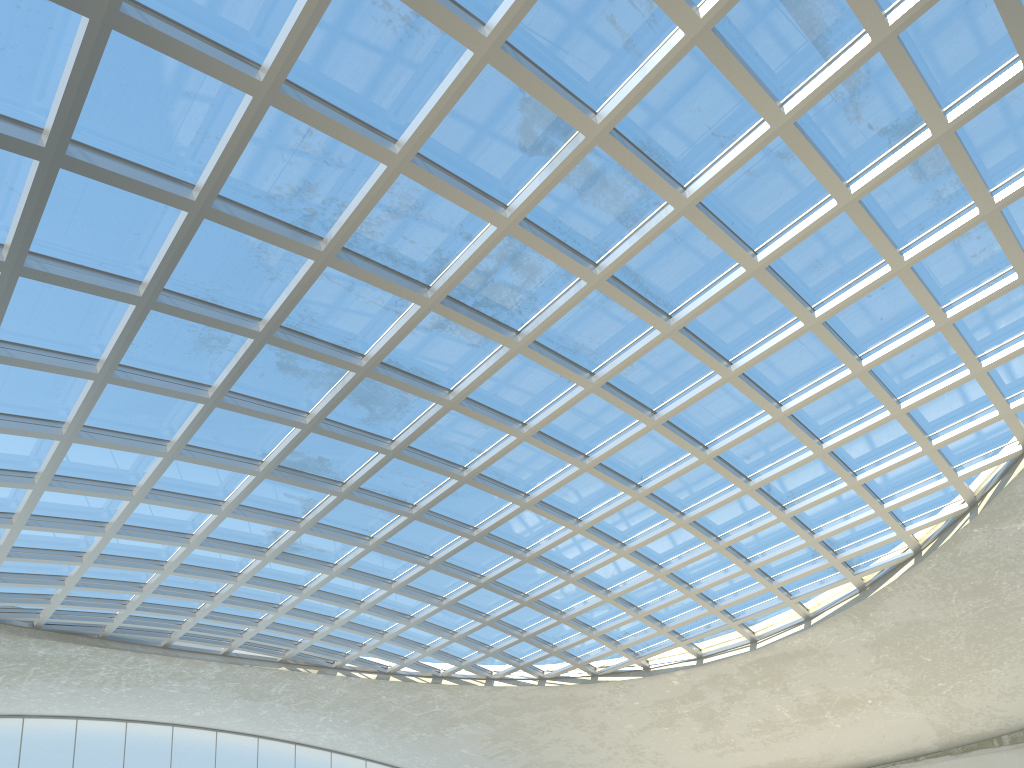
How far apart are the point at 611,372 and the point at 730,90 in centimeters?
1742cm
